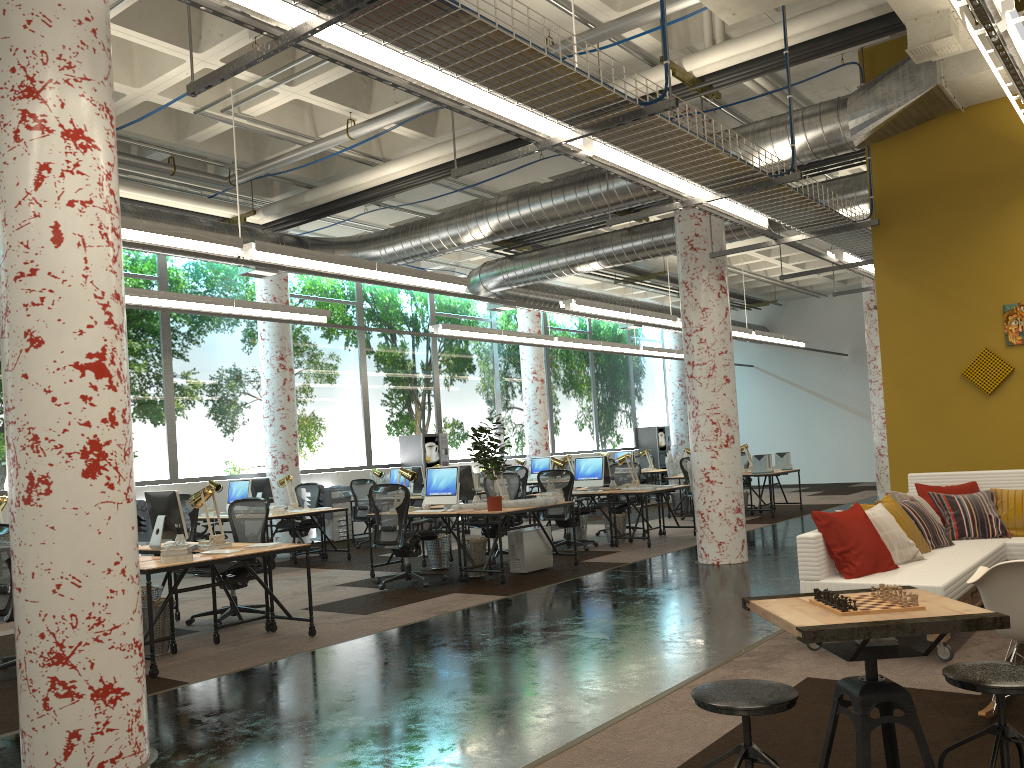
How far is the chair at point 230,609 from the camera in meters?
7.7 m

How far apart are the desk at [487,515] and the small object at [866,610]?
6.02m

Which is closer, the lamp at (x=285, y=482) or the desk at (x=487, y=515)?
the desk at (x=487, y=515)

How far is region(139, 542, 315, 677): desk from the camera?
5.9 meters

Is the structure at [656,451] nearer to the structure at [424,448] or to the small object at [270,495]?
the structure at [424,448]

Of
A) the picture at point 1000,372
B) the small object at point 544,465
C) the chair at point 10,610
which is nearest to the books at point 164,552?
the chair at point 10,610

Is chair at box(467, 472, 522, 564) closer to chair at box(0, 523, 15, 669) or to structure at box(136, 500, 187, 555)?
structure at box(136, 500, 187, 555)

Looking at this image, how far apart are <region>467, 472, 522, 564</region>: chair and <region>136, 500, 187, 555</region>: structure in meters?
5.0 m

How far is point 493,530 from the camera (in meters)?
10.75

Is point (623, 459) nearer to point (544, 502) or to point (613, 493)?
point (613, 493)
